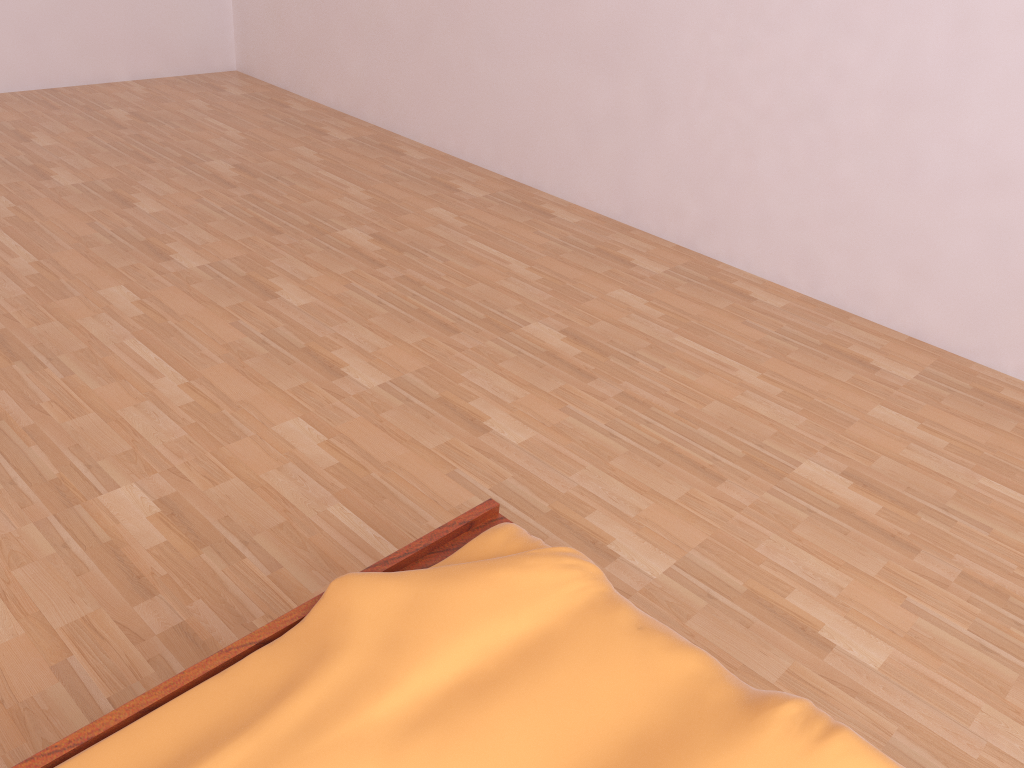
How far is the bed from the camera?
0.9m

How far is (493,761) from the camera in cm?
86

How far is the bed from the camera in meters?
0.9 m

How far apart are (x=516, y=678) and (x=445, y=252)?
1.96m
